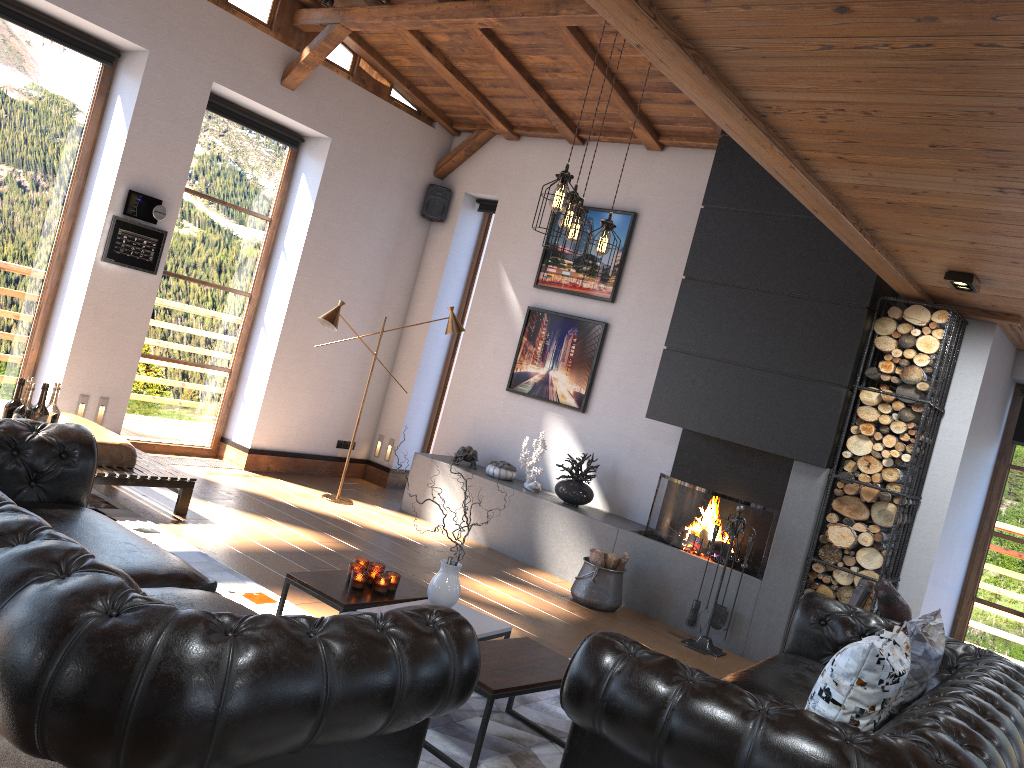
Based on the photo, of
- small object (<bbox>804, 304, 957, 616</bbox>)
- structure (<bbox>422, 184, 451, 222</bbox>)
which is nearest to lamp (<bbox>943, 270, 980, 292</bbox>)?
small object (<bbox>804, 304, 957, 616</bbox>)

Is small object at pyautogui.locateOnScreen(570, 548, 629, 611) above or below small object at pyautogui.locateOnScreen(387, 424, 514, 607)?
below

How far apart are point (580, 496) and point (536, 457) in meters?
0.5

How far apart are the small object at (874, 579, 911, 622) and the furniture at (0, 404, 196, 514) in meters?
4.3

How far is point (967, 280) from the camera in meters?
4.9

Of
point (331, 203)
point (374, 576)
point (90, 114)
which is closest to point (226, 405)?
point (331, 203)

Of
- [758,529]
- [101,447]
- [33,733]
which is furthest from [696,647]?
[33,733]

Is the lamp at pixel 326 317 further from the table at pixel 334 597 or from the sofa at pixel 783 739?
the sofa at pixel 783 739

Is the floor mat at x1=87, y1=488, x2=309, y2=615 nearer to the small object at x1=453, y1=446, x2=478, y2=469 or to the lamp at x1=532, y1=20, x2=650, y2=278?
the lamp at x1=532, y1=20, x2=650, y2=278

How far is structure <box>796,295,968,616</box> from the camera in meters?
5.9 m
